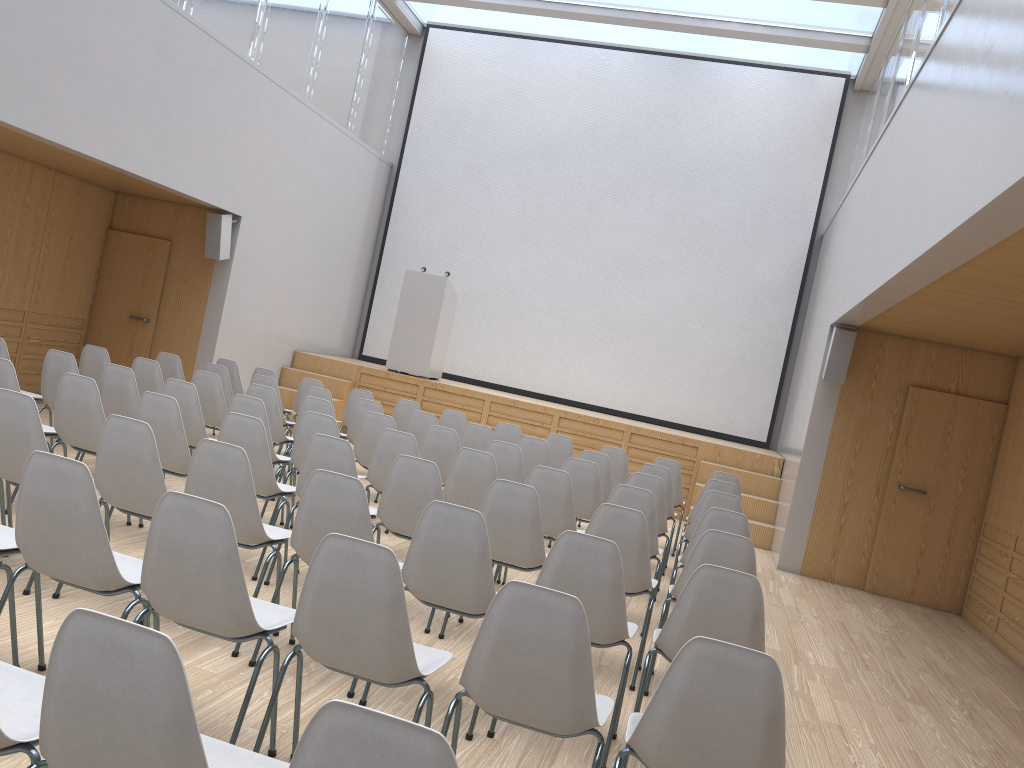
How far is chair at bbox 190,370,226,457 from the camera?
7.14m

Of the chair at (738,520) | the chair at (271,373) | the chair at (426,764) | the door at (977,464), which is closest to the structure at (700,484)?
the door at (977,464)

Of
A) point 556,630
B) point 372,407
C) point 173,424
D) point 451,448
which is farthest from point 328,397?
point 556,630

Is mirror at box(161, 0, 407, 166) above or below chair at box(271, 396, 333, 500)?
above

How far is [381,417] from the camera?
6.7m

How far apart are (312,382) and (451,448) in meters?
2.9 m

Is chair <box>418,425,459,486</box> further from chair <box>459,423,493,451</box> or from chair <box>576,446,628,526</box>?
chair <box>576,446,628,526</box>

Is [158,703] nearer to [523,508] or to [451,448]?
[523,508]

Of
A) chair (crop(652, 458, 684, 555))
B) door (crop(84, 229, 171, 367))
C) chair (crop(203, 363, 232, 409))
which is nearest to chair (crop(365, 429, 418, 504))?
chair (crop(203, 363, 232, 409))

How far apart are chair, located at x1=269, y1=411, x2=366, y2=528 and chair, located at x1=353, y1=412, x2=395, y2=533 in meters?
0.9
